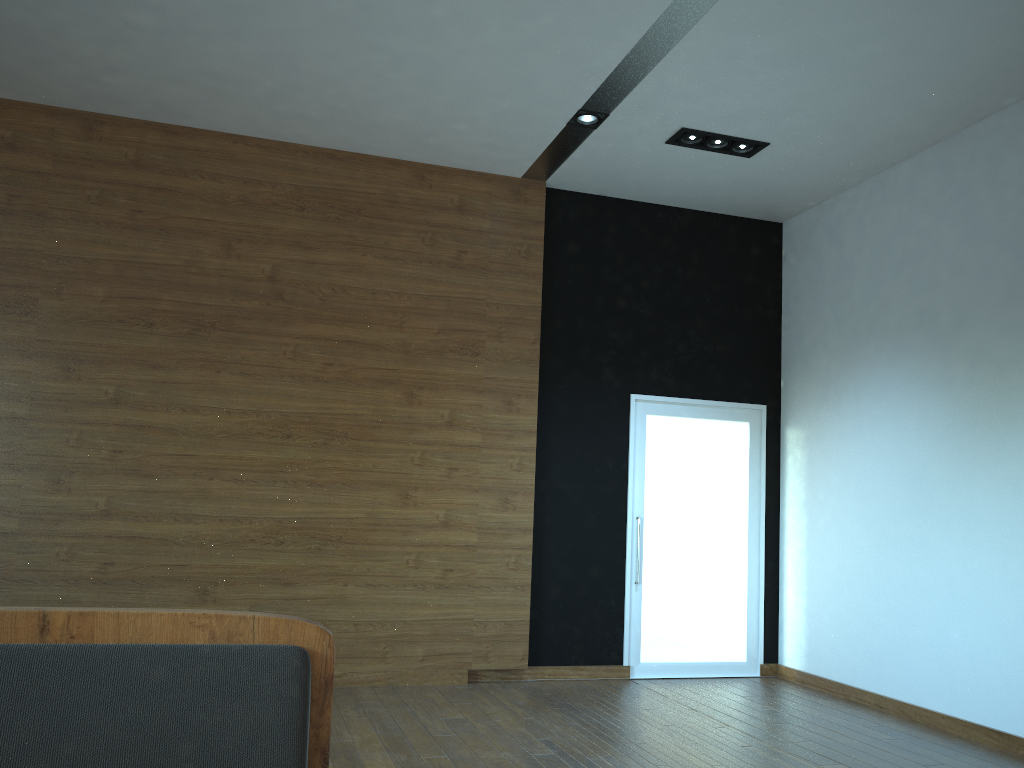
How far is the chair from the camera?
0.62m

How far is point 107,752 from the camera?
0.6m

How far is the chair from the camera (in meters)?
0.62
